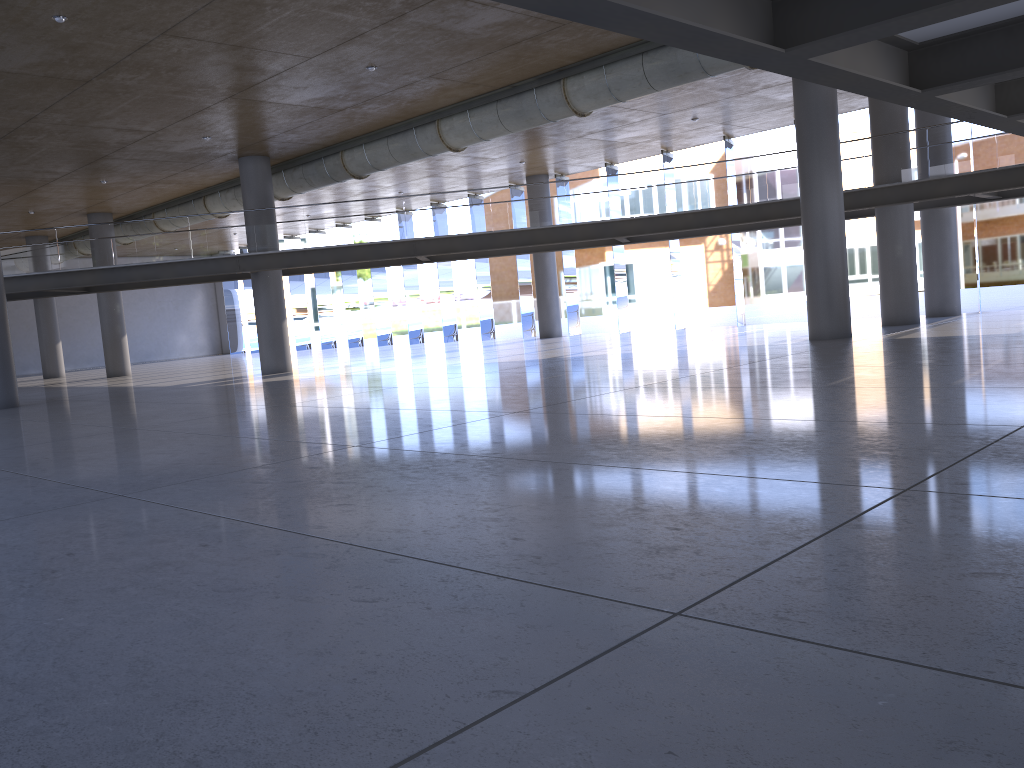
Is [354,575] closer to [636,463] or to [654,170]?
[636,463]

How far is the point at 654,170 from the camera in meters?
20.8
